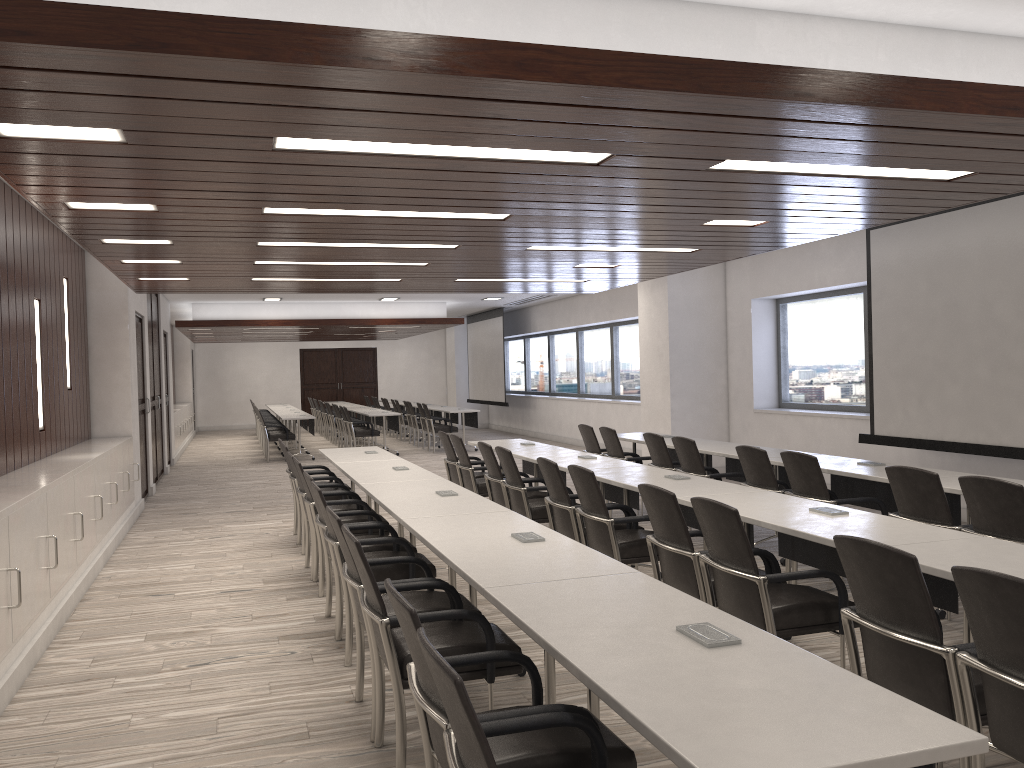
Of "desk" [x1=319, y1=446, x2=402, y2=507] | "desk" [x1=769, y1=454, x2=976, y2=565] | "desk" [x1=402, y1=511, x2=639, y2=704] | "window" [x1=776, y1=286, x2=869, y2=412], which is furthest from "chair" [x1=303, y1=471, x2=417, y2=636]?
"window" [x1=776, y1=286, x2=869, y2=412]

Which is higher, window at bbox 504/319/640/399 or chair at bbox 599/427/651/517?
window at bbox 504/319/640/399

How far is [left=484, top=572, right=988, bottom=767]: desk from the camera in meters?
1.7

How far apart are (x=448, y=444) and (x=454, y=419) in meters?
10.0 m

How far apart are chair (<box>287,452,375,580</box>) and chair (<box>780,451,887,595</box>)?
3.2 meters

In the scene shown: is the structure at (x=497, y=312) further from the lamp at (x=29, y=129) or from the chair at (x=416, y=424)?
the lamp at (x=29, y=129)

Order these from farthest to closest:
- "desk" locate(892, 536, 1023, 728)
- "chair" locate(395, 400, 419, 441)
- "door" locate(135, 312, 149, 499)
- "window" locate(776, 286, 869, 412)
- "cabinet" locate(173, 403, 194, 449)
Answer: "chair" locate(395, 400, 419, 441), "cabinet" locate(173, 403, 194, 449), "door" locate(135, 312, 149, 499), "window" locate(776, 286, 869, 412), "desk" locate(892, 536, 1023, 728)

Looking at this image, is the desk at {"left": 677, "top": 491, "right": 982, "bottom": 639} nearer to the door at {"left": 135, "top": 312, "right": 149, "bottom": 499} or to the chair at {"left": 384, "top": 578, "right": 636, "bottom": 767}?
the chair at {"left": 384, "top": 578, "right": 636, "bottom": 767}

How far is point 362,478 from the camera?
6.17m

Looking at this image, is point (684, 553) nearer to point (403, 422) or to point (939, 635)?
point (939, 635)
